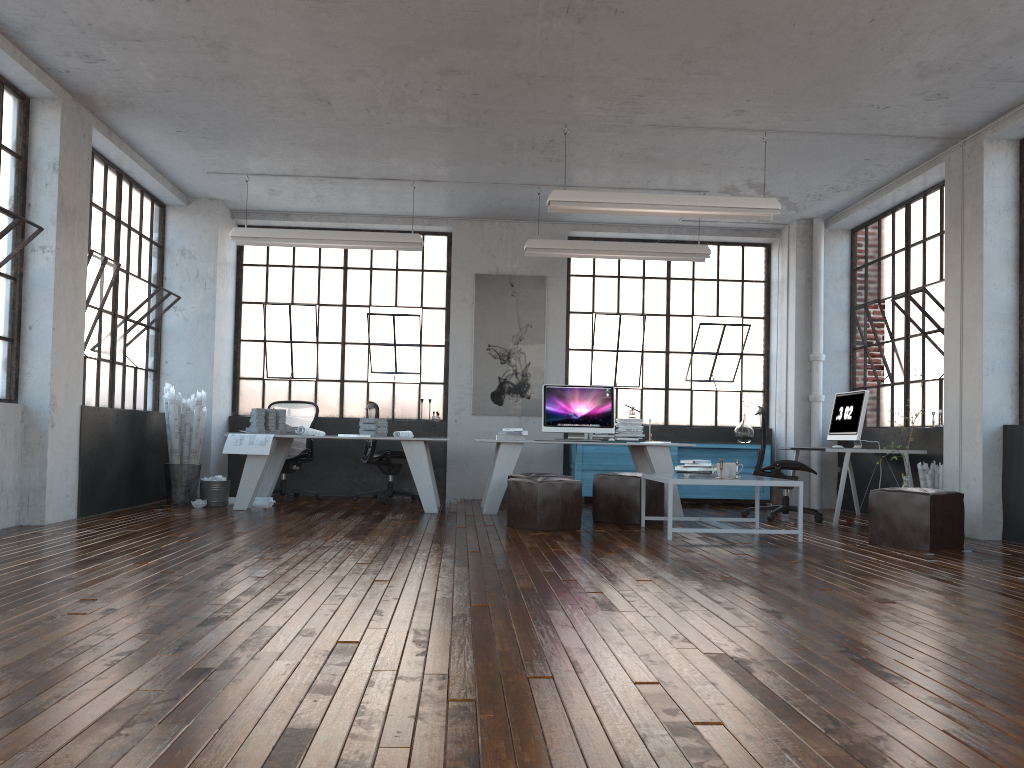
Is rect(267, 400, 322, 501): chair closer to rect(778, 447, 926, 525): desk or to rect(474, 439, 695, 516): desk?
rect(474, 439, 695, 516): desk

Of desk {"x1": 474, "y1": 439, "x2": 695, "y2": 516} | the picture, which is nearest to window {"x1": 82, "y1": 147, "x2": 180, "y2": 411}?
the picture

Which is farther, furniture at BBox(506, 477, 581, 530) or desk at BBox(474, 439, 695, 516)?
desk at BBox(474, 439, 695, 516)

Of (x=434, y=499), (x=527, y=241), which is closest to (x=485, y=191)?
(x=527, y=241)

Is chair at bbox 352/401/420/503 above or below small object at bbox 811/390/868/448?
below

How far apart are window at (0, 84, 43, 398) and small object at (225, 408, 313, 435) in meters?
2.4 m

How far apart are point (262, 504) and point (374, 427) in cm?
128

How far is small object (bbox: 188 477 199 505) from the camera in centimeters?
836cm

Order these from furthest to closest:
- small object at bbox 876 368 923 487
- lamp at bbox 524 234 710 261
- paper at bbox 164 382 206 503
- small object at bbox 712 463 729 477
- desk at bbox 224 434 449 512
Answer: lamp at bbox 524 234 710 261 < paper at bbox 164 382 206 503 < desk at bbox 224 434 449 512 < small object at bbox 876 368 923 487 < small object at bbox 712 463 729 477

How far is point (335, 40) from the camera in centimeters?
579cm
